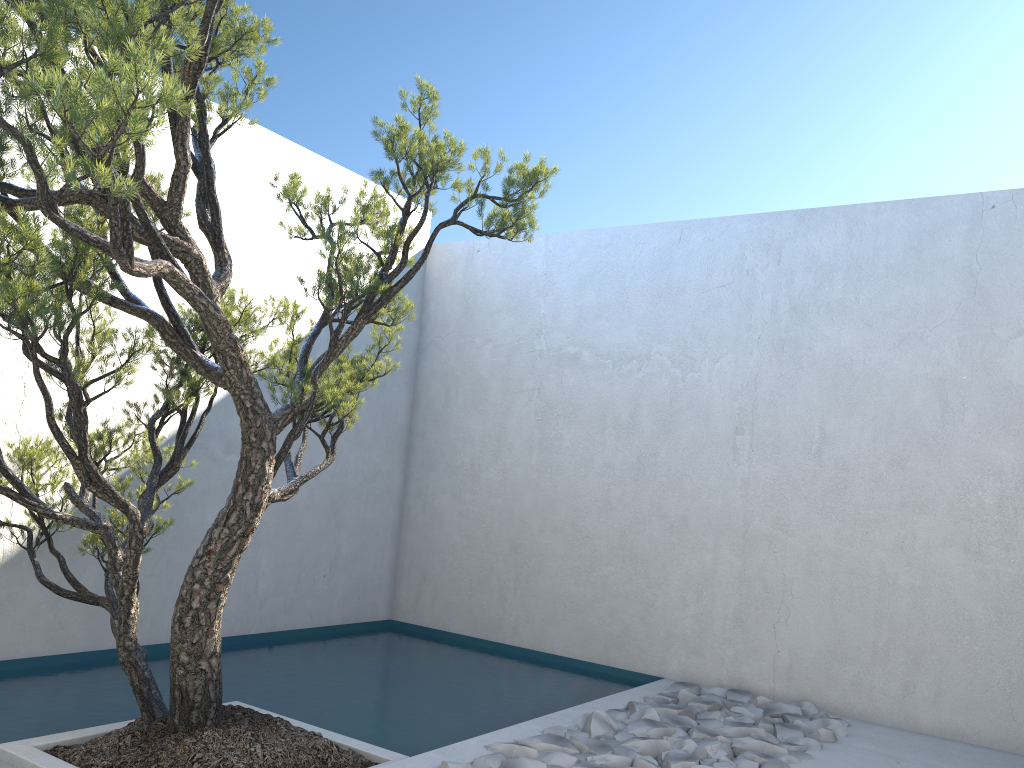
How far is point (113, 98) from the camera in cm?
210

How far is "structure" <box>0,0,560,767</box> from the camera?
2.1m

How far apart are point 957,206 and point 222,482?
4.29m

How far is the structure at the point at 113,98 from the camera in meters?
2.1 m
